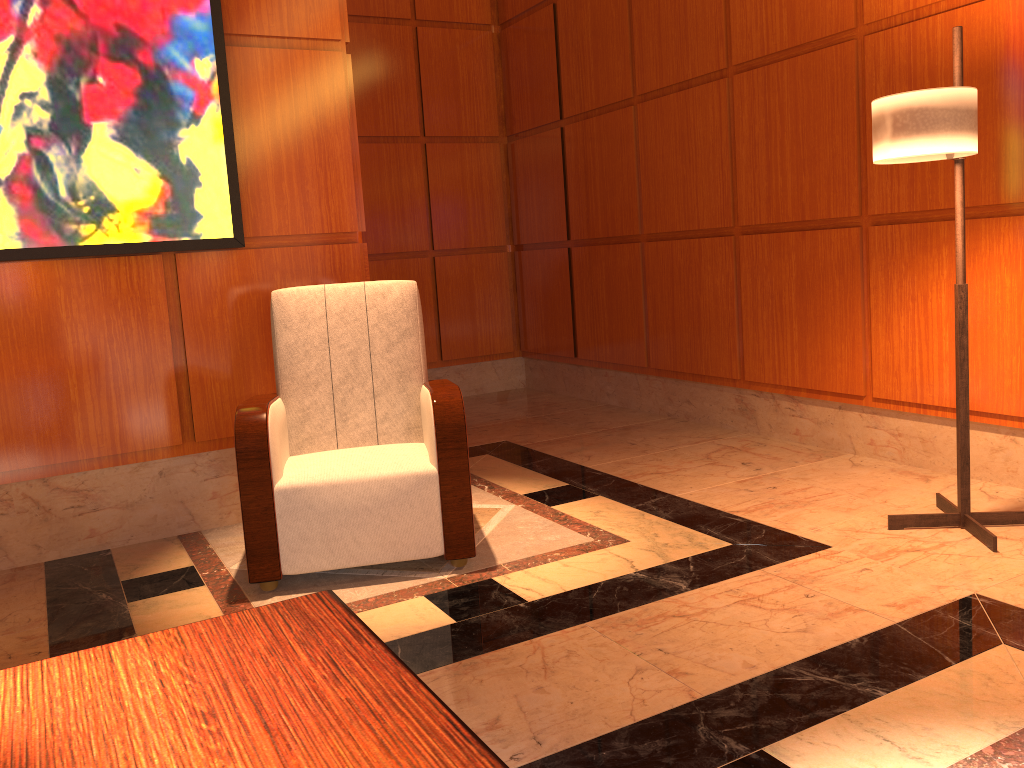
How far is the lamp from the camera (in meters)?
2.61

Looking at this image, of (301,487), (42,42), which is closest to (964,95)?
(301,487)

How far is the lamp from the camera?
2.6m

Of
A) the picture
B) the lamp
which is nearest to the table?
the lamp

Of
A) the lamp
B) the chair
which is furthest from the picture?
the lamp

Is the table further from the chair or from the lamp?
the lamp

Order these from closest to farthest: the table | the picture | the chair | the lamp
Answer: the table, the lamp, the chair, the picture

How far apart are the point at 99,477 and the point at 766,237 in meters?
3.2 m

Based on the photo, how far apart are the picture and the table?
2.4 meters

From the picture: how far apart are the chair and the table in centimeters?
151cm
